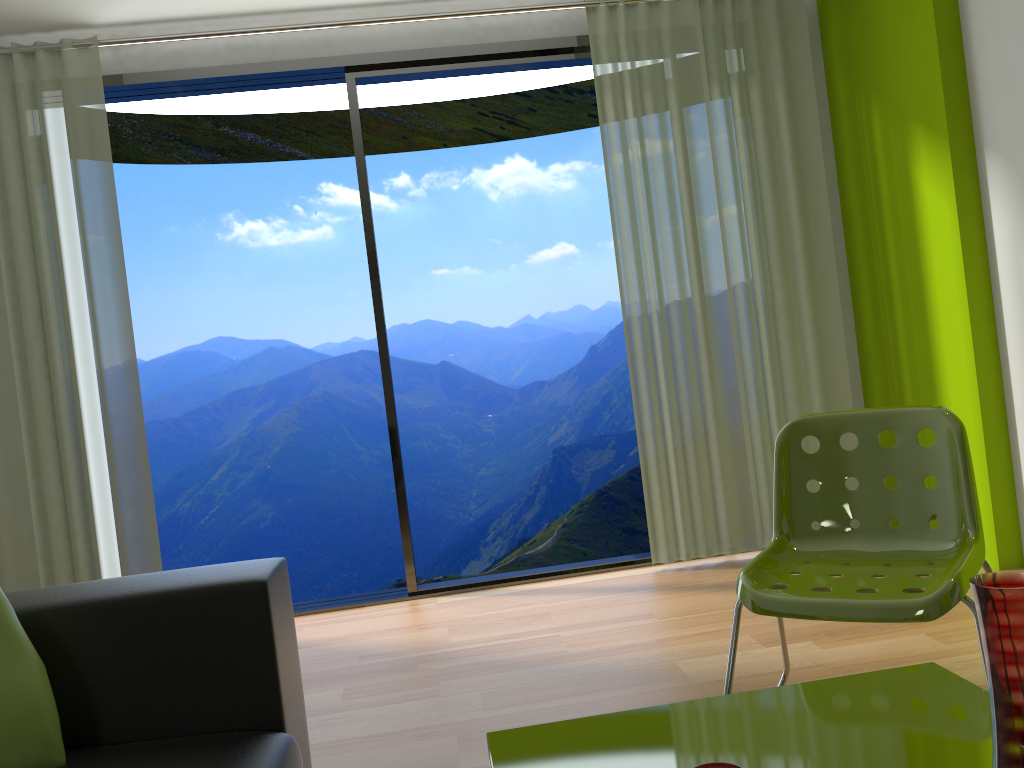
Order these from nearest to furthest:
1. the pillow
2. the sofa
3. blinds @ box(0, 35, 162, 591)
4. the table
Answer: the table
the pillow
the sofa
blinds @ box(0, 35, 162, 591)

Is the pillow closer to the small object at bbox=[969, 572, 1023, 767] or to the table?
the table

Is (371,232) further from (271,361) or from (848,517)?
(271,361)

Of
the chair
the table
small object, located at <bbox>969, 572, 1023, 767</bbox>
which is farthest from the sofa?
small object, located at <bbox>969, 572, 1023, 767</bbox>

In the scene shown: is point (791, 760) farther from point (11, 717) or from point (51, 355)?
point (51, 355)

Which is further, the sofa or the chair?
the chair

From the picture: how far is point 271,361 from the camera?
9.87m

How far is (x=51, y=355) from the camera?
3.74m

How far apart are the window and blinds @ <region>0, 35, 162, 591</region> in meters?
0.1

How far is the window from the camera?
4.0m
